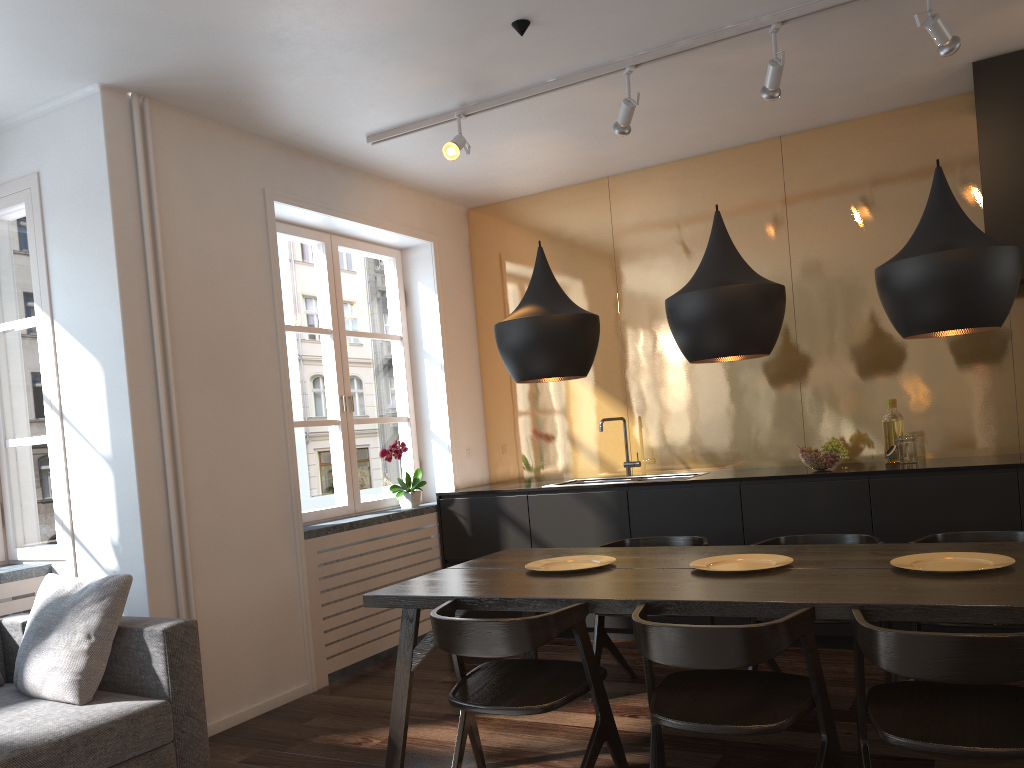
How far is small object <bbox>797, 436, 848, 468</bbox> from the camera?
4.5 meters

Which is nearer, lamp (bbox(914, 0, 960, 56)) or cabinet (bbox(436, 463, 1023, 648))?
lamp (bbox(914, 0, 960, 56))

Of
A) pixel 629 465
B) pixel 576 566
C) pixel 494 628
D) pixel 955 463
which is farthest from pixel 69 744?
pixel 955 463

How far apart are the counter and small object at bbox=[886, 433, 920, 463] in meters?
0.0

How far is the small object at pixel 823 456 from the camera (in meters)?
4.51

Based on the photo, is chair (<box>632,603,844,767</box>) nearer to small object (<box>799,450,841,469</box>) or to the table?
the table

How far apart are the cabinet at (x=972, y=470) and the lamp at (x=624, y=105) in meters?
1.8 m

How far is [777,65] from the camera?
3.7m

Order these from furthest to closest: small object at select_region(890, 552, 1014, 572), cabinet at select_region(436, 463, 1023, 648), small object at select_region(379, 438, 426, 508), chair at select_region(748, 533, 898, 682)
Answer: small object at select_region(379, 438, 426, 508)
cabinet at select_region(436, 463, 1023, 648)
chair at select_region(748, 533, 898, 682)
small object at select_region(890, 552, 1014, 572)

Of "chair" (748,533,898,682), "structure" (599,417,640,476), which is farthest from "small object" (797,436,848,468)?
"structure" (599,417,640,476)
